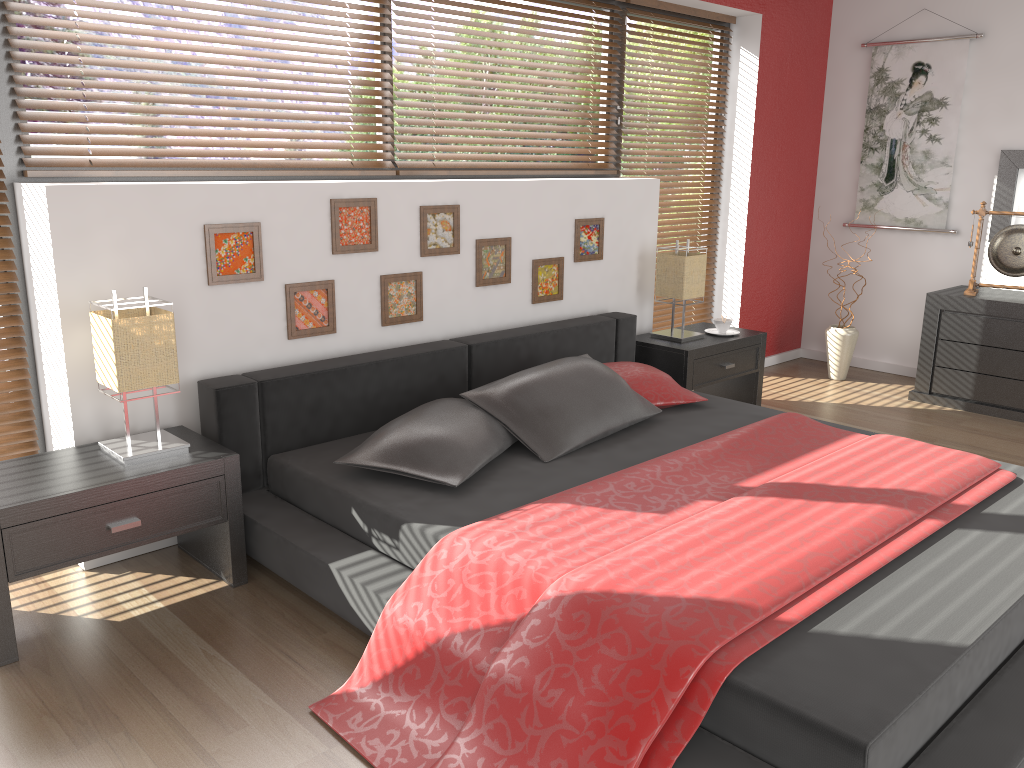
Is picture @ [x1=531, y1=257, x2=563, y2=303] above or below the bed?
above

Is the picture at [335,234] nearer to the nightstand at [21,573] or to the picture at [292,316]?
the picture at [292,316]

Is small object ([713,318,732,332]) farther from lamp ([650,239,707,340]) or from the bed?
the bed

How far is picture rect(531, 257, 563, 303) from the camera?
4.0 meters

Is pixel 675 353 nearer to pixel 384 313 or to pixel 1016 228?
pixel 384 313

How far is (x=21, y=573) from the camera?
2.29m

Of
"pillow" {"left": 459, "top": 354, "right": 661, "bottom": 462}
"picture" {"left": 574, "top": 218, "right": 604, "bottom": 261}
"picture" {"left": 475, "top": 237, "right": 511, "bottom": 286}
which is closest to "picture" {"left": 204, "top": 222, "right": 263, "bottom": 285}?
"pillow" {"left": 459, "top": 354, "right": 661, "bottom": 462}

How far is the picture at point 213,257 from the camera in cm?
294

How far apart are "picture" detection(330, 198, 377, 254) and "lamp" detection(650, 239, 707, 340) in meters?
1.6 m

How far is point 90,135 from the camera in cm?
→ 293
